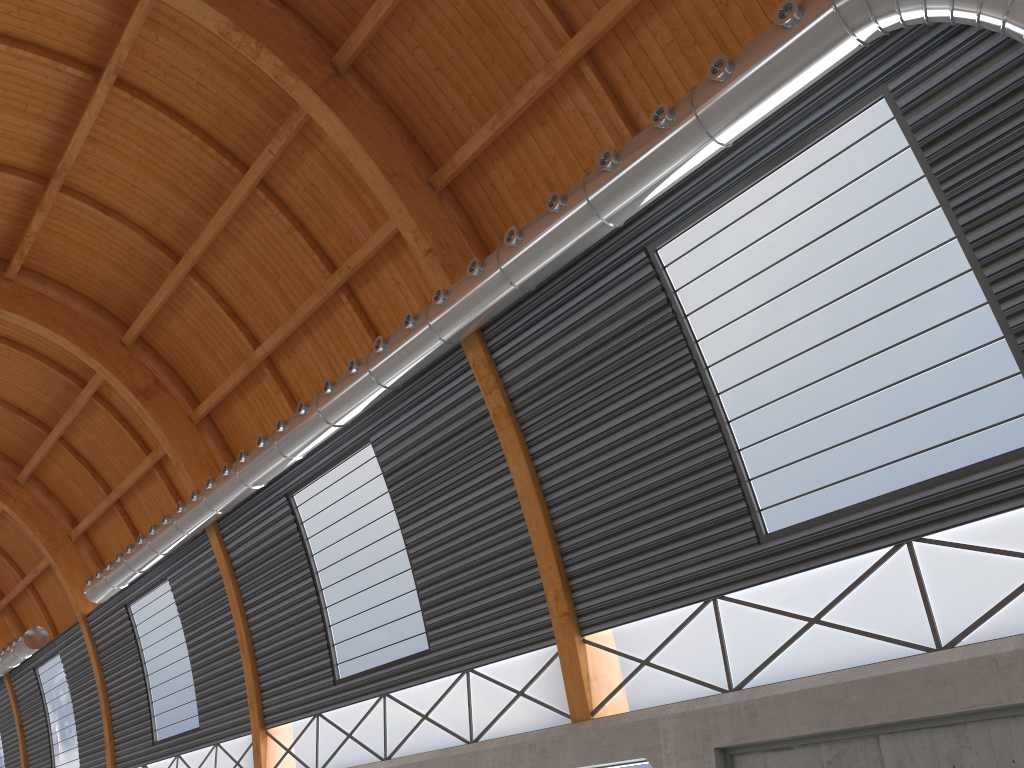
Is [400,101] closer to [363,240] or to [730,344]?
[363,240]
